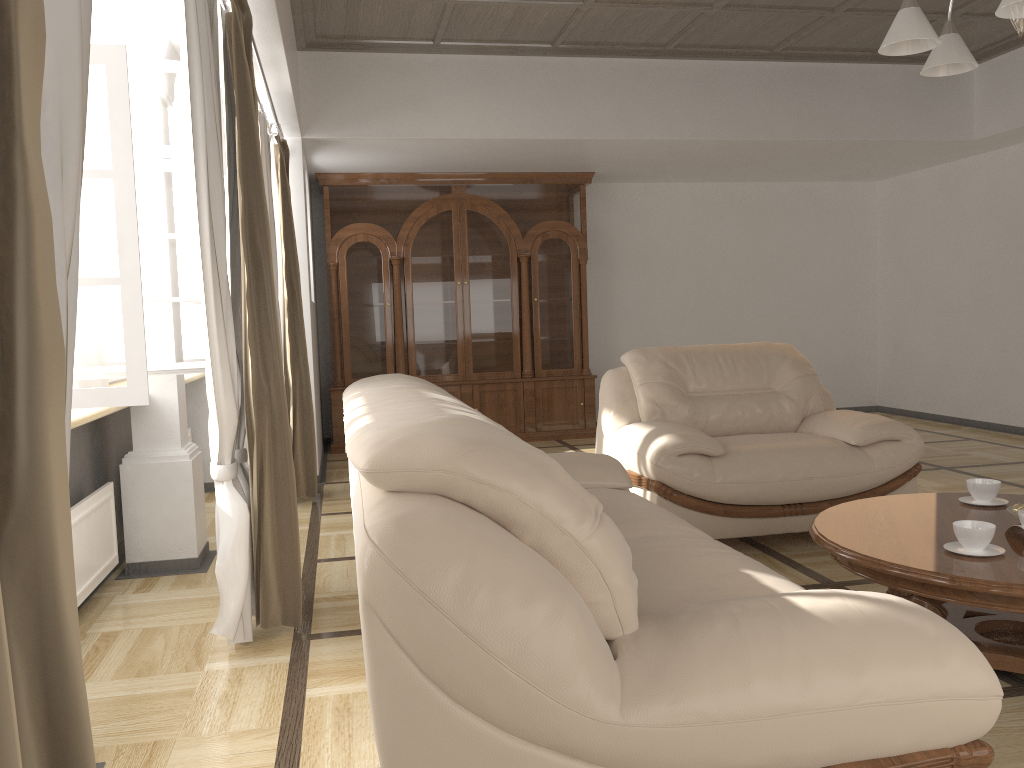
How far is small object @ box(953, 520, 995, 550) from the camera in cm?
236

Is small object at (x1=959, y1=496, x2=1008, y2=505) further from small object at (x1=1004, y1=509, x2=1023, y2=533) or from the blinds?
the blinds

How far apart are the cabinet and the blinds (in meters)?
1.73

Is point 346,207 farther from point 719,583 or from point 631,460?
point 719,583

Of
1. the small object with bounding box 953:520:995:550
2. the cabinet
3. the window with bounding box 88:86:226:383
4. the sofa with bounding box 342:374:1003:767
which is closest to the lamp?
the small object with bounding box 953:520:995:550

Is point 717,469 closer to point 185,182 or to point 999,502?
Result: point 999,502

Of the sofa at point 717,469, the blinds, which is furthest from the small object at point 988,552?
the blinds

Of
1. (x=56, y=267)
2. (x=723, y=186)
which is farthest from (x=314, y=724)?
(x=723, y=186)

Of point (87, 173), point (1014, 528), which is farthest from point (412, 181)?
point (1014, 528)

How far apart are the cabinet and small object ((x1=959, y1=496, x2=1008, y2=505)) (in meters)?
4.79
